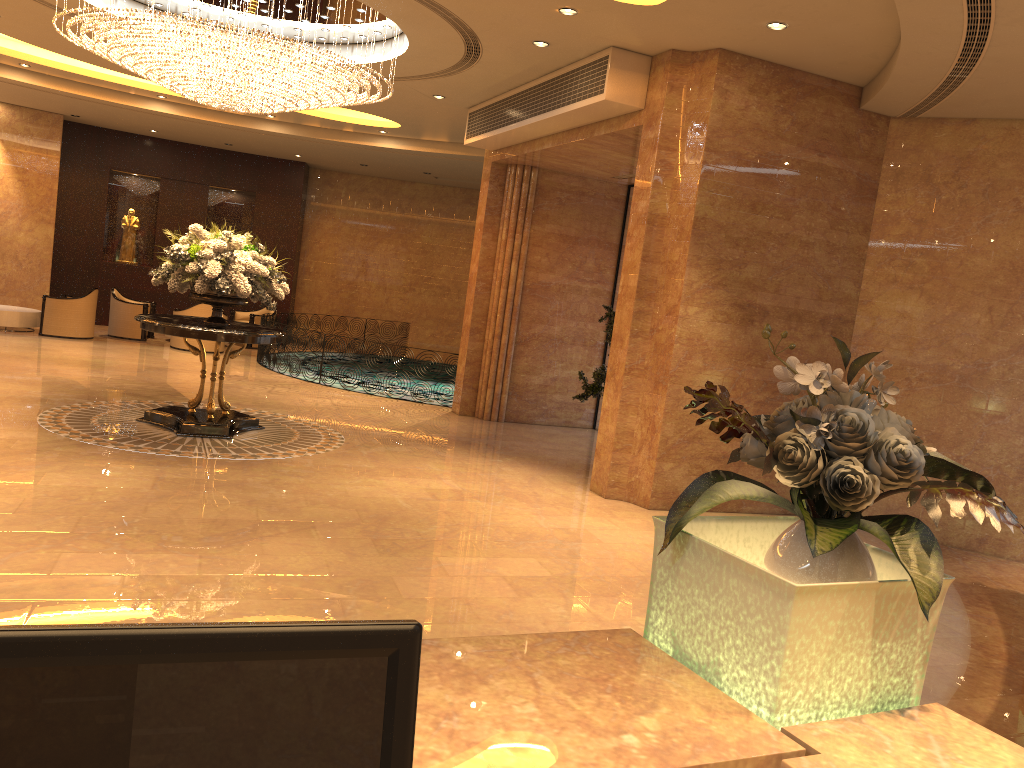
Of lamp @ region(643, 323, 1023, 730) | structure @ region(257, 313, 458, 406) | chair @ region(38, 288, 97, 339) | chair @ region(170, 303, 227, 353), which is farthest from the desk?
chair @ region(38, 288, 97, 339)

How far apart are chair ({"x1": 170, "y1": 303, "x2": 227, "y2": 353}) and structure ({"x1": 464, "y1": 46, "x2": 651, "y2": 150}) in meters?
6.5 m

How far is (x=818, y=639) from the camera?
1.5 meters

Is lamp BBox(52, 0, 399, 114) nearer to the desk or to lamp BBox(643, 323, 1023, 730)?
→ lamp BBox(643, 323, 1023, 730)

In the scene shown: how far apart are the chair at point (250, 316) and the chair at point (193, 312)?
1.8 meters

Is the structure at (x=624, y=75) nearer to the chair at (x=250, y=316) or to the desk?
the desk

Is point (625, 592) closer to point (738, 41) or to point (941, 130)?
point (738, 41)

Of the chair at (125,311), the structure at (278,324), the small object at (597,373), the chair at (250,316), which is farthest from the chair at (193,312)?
the small object at (597,373)

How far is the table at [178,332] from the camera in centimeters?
848cm

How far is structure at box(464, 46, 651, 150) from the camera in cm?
824
